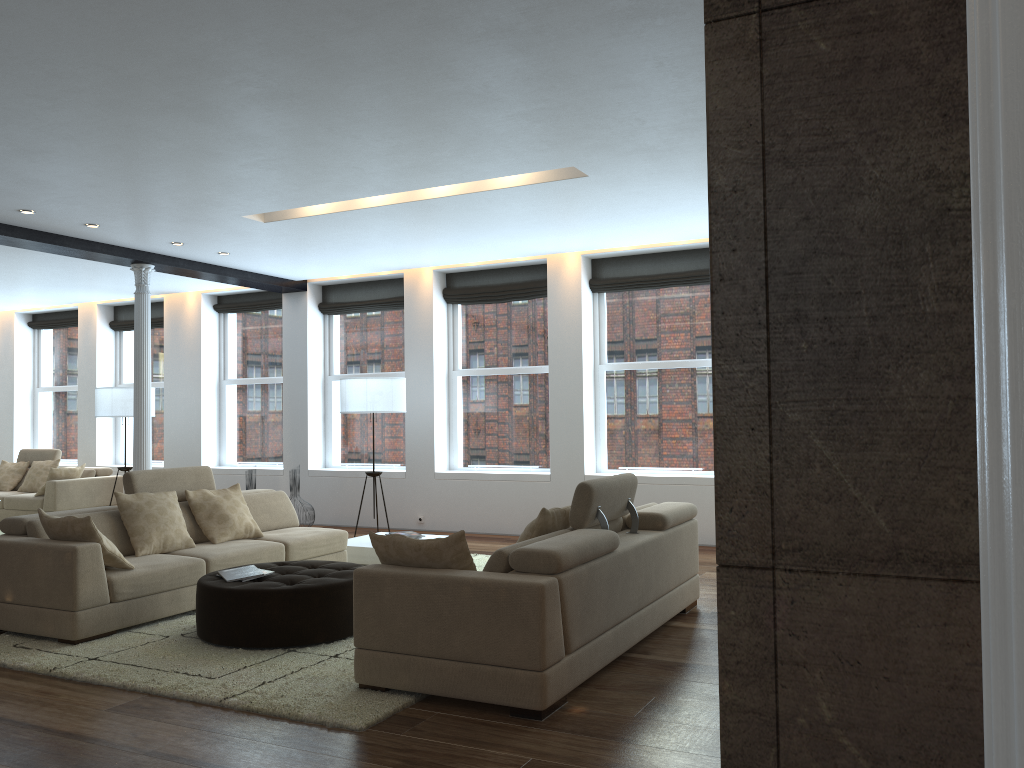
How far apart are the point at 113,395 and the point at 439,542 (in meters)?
8.09

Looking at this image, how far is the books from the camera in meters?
5.2 m

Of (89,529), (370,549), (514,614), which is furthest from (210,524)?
(514,614)

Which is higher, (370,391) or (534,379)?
(534,379)

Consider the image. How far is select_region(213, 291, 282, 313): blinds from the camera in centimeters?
1159cm

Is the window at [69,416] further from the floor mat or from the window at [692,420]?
the window at [692,420]

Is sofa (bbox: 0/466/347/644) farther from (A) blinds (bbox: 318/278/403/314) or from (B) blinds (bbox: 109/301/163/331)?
(B) blinds (bbox: 109/301/163/331)

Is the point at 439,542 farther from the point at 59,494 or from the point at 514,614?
the point at 59,494

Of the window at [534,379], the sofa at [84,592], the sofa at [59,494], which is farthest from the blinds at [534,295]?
the sofa at [59,494]

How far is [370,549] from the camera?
7.7 meters
